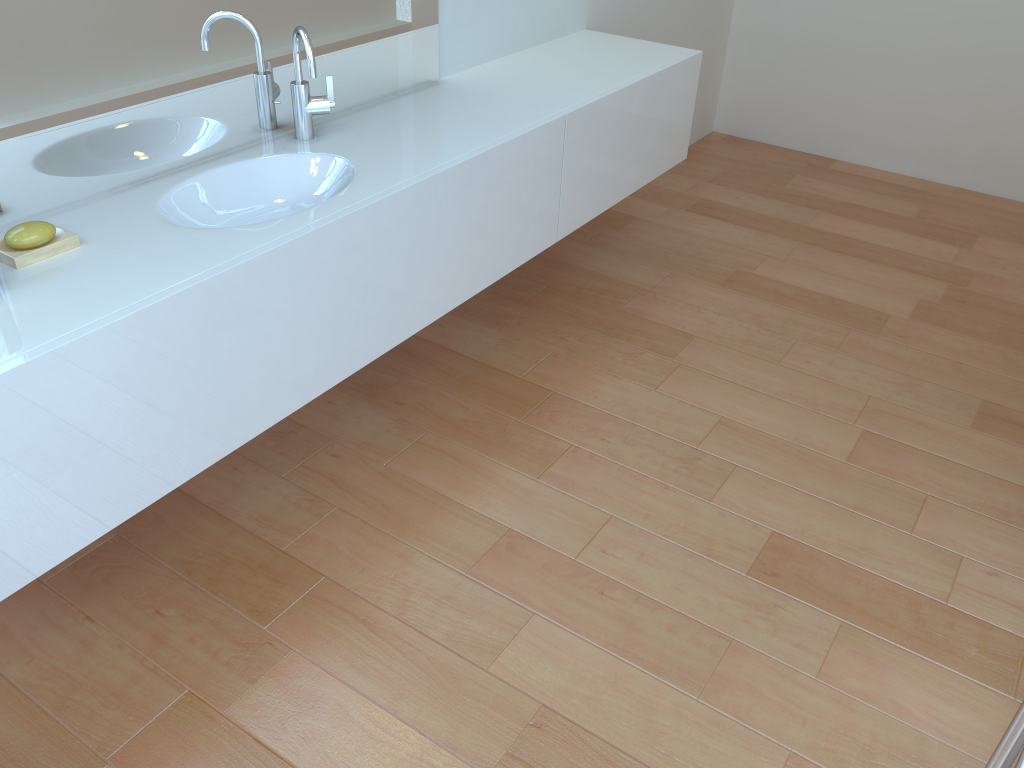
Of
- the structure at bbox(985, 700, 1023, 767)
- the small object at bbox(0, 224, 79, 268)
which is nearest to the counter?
the small object at bbox(0, 224, 79, 268)

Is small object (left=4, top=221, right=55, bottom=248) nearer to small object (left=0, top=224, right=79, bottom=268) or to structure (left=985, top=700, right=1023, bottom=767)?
small object (left=0, top=224, right=79, bottom=268)

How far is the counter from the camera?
1.41m

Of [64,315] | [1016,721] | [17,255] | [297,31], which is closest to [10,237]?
[17,255]

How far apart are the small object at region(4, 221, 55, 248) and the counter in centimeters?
4cm

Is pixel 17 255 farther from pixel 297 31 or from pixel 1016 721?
pixel 1016 721

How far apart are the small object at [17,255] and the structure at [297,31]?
0.6m

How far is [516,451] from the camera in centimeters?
237cm

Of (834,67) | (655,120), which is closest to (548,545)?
(655,120)

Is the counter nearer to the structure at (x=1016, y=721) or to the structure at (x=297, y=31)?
the structure at (x=297, y=31)
